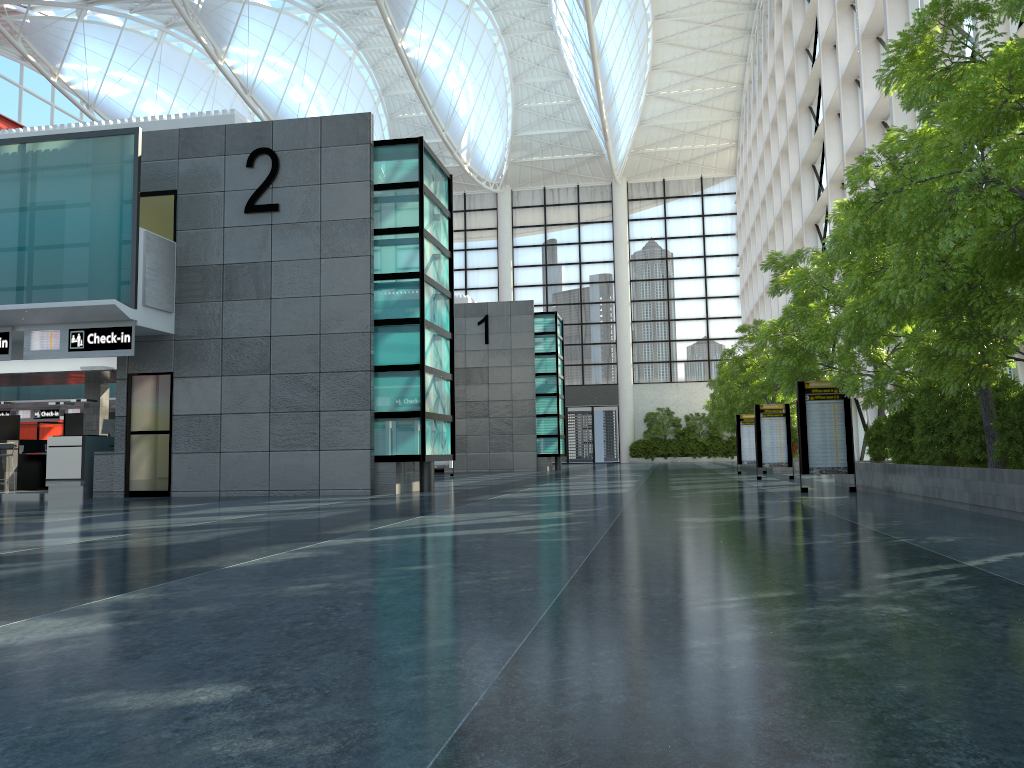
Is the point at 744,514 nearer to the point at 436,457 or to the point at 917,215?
the point at 917,215

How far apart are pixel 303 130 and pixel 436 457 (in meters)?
9.97
